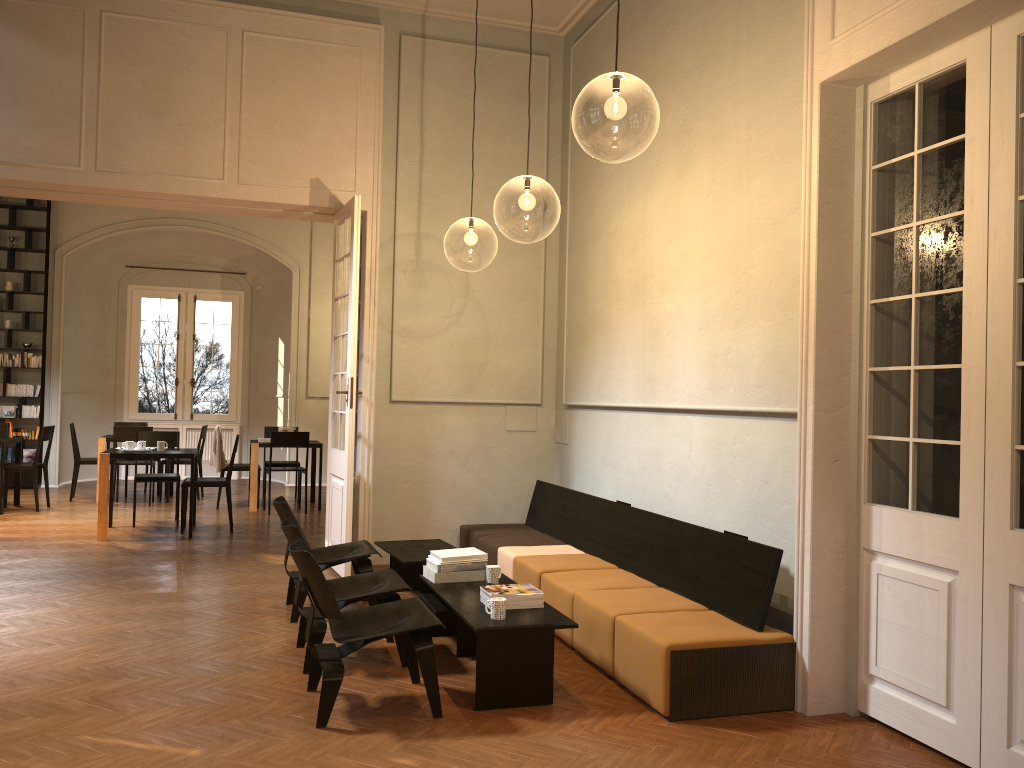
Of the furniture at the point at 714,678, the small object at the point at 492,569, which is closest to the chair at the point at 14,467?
the furniture at the point at 714,678

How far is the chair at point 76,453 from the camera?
12.2 meters

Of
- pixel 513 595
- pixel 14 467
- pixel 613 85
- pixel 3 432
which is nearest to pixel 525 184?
pixel 613 85

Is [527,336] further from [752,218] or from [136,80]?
[136,80]

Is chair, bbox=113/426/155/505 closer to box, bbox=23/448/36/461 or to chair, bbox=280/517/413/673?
box, bbox=23/448/36/461

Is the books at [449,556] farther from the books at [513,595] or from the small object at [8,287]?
the small object at [8,287]

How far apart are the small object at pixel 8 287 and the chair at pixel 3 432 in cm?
271

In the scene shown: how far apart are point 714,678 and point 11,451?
12.59m

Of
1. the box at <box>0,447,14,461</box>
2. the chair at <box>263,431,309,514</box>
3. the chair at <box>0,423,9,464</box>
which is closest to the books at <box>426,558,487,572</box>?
the chair at <box>263,431,309,514</box>

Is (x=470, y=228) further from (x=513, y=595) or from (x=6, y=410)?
(x=6, y=410)
